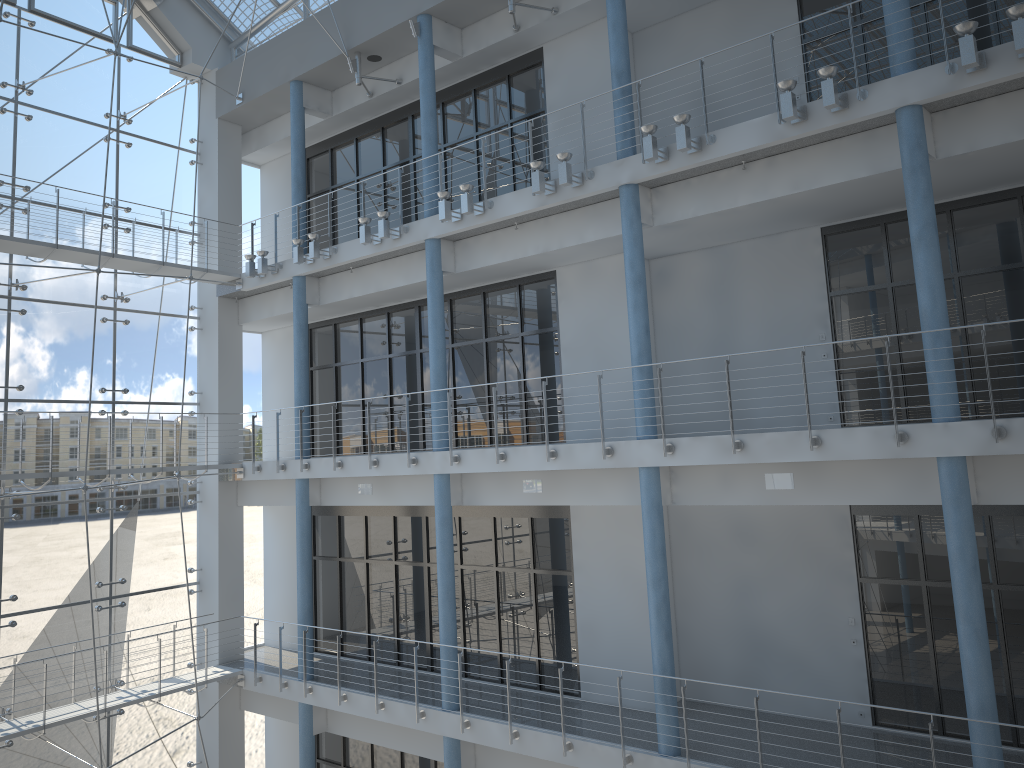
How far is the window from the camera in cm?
210

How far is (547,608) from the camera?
1.9 meters

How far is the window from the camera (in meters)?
2.10
